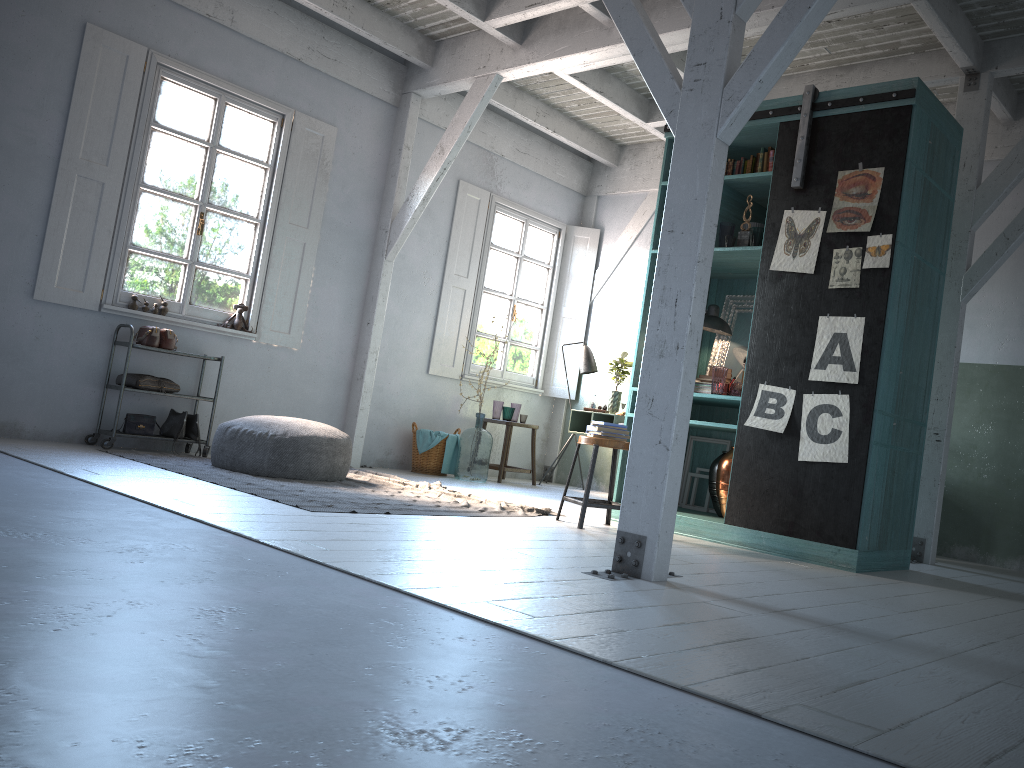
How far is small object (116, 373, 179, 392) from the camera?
7.6 meters

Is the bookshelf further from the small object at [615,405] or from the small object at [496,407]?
the small object at [496,407]

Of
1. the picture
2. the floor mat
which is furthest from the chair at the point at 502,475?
the picture

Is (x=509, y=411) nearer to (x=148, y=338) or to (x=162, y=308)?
(x=162, y=308)

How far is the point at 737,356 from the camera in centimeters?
717cm

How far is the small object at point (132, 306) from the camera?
7.9 meters

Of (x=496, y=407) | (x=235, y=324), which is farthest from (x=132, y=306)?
(x=496, y=407)

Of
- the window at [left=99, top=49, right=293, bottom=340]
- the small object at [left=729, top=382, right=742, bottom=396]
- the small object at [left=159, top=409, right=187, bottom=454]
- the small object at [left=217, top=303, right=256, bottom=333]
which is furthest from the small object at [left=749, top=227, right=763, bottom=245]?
the small object at [left=159, top=409, right=187, bottom=454]

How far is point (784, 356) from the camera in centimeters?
600cm

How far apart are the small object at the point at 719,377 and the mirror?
0.7m
